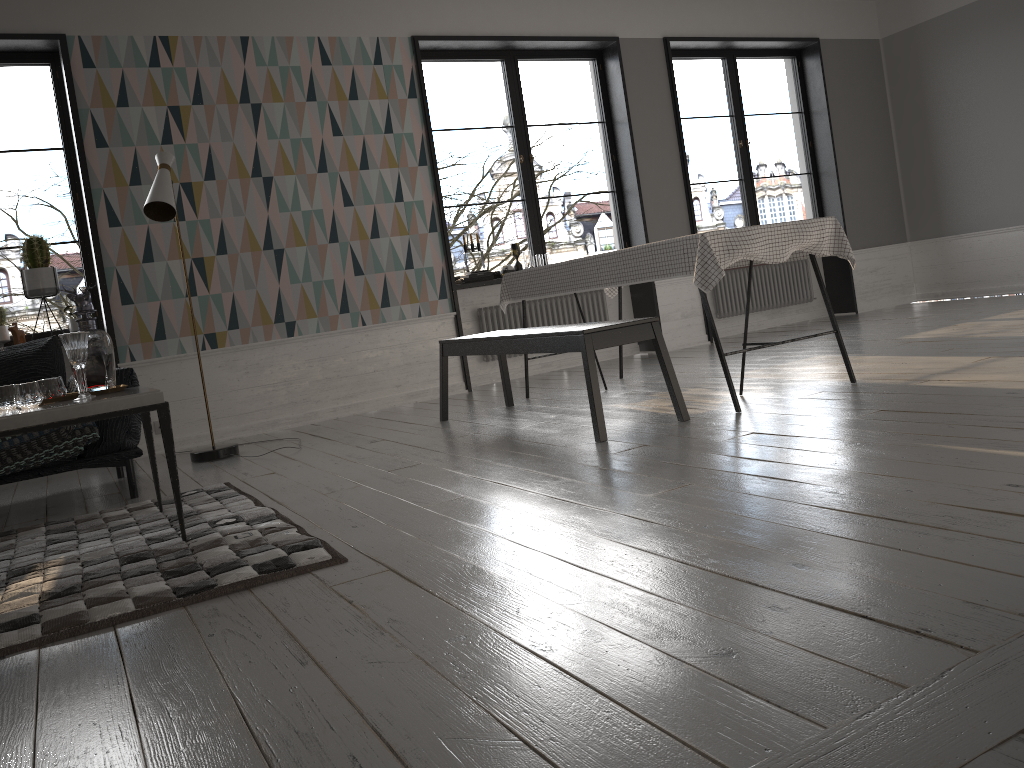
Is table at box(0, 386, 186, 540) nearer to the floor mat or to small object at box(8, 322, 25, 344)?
the floor mat

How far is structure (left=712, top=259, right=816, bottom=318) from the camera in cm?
790

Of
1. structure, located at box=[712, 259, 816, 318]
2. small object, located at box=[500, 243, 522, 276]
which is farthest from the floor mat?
structure, located at box=[712, 259, 816, 318]

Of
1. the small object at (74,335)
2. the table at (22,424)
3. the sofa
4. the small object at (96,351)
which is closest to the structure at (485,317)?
the sofa

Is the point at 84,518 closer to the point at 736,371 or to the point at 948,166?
the point at 736,371

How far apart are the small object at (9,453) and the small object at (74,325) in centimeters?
174cm

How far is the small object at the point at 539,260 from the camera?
6.9 meters

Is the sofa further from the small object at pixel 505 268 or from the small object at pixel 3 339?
the small object at pixel 505 268

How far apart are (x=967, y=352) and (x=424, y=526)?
3.3 meters

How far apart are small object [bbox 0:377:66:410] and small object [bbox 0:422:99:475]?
0.62m
